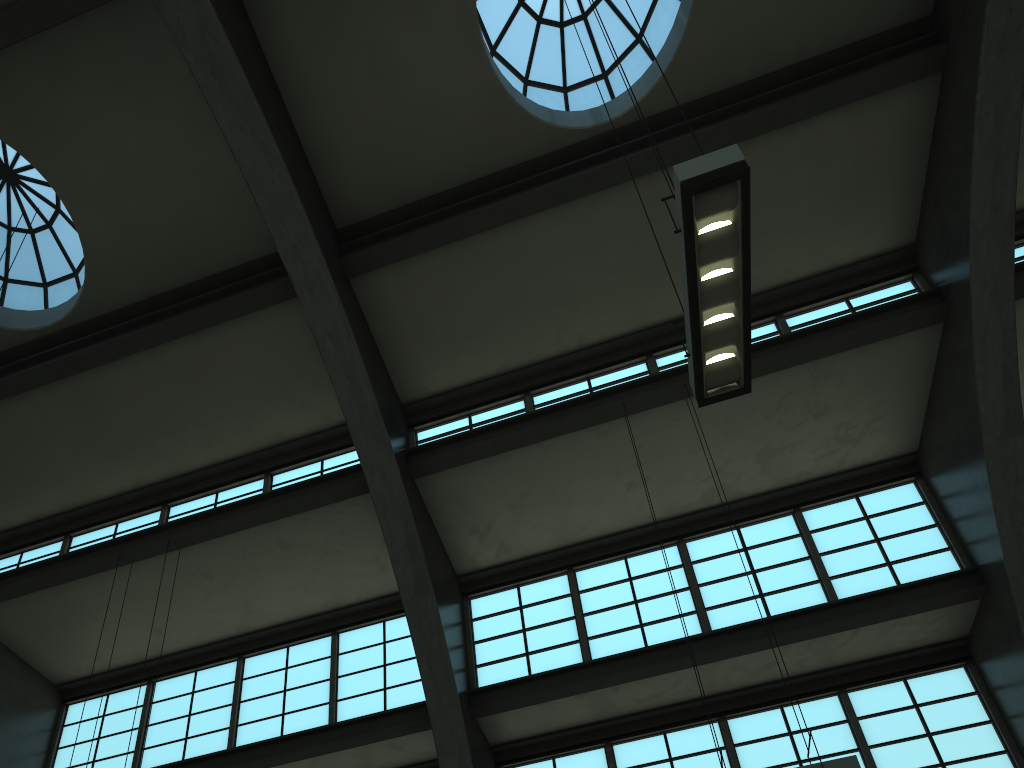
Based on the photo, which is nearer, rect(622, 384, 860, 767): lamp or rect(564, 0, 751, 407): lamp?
rect(564, 0, 751, 407): lamp

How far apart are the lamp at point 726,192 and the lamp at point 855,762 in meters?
3.1

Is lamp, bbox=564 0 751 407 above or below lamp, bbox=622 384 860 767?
above

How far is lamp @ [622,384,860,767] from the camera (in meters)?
6.94

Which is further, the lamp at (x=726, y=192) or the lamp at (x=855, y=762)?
the lamp at (x=855, y=762)

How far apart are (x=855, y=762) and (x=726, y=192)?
4.6 meters

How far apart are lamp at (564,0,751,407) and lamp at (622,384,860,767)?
3.1m

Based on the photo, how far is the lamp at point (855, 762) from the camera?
6.9m

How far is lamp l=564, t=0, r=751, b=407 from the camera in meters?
5.9 m
